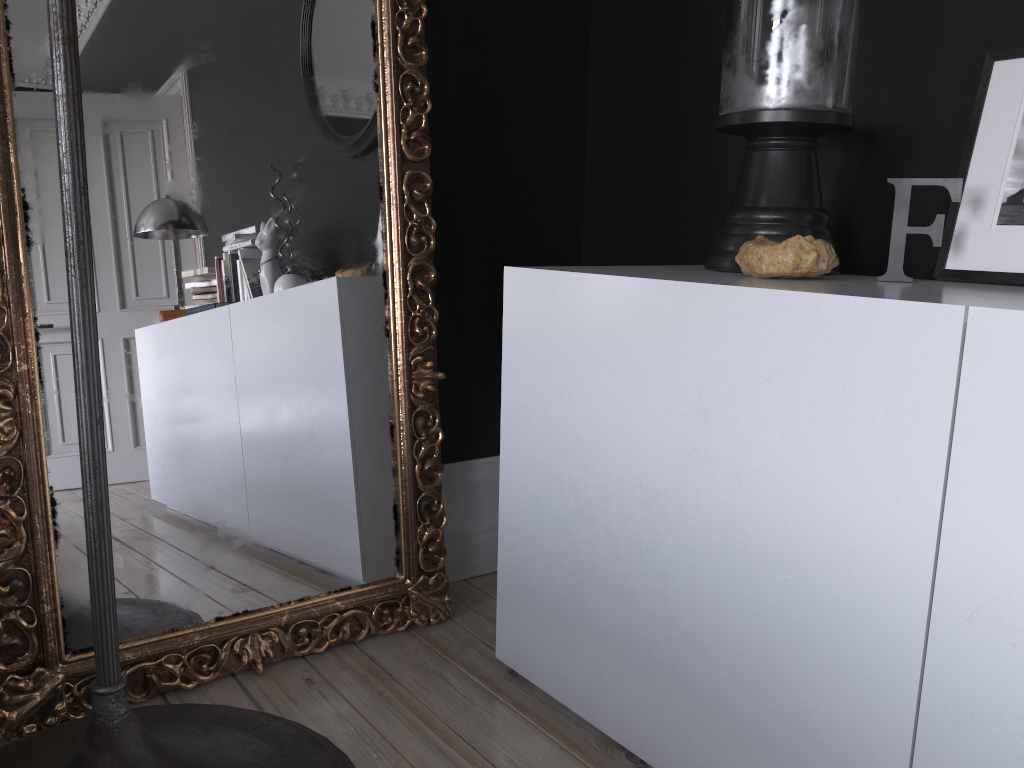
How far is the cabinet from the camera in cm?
105

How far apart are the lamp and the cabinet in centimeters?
42cm

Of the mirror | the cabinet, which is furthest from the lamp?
the cabinet

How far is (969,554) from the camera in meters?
1.0 m

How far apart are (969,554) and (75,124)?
1.24m

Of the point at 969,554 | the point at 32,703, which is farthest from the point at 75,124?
the point at 969,554

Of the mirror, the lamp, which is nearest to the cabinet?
the mirror

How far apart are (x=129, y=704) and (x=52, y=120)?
1.1m

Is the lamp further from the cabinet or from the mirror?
the cabinet

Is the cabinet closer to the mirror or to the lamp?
the mirror
